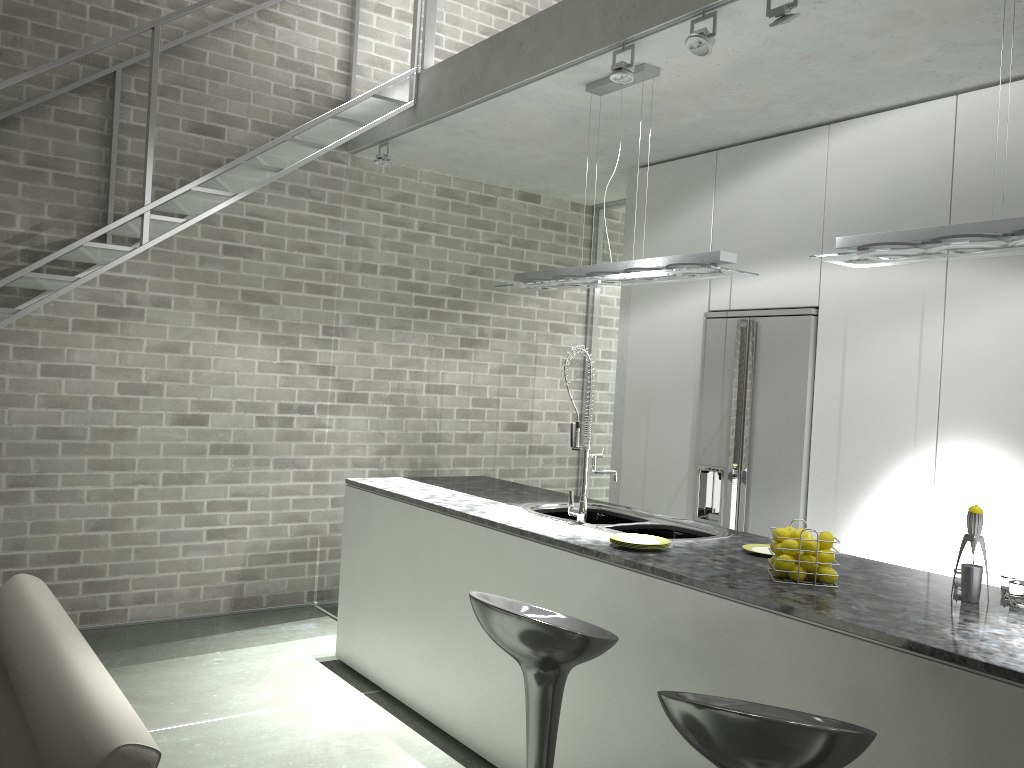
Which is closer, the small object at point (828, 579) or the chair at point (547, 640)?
the chair at point (547, 640)

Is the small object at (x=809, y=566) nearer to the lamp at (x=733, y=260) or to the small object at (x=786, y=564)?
the small object at (x=786, y=564)

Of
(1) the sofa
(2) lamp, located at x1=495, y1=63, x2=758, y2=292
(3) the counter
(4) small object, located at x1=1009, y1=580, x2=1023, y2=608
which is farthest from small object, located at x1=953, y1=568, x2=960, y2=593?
(1) the sofa

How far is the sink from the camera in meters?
3.7 m

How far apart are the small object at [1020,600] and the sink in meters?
1.2

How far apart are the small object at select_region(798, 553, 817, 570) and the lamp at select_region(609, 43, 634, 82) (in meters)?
2.10

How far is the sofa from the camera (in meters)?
1.99

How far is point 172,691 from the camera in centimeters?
418cm

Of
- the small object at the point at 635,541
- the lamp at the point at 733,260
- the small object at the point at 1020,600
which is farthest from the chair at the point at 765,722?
the lamp at the point at 733,260

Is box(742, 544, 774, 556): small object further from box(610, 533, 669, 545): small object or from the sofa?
the sofa
